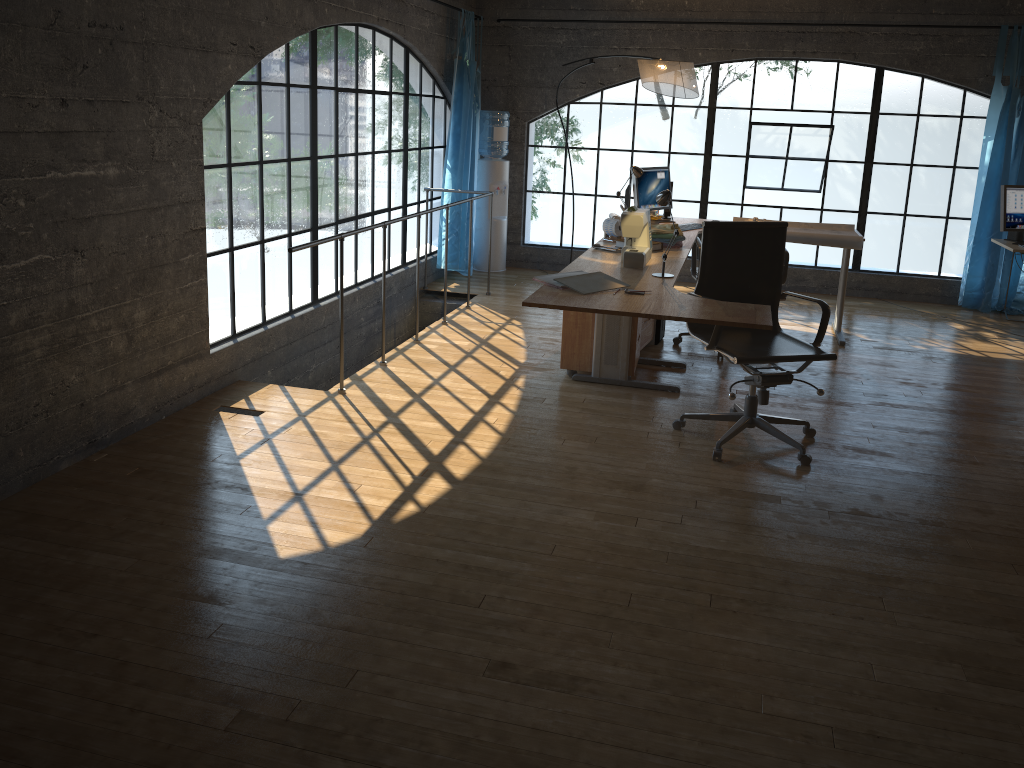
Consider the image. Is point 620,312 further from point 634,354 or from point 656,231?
point 656,231

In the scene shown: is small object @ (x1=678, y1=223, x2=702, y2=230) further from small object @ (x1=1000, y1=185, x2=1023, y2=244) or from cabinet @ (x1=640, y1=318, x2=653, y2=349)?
small object @ (x1=1000, y1=185, x2=1023, y2=244)

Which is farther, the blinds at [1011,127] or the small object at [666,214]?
the blinds at [1011,127]

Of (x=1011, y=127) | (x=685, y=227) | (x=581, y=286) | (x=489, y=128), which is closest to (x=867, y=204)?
(x=1011, y=127)

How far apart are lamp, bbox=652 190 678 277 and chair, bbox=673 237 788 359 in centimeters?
151cm

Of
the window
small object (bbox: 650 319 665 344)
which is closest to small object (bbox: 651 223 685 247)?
small object (bbox: 650 319 665 344)

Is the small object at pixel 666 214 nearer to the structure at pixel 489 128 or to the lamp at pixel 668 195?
the structure at pixel 489 128

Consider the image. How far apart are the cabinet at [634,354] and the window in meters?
1.7

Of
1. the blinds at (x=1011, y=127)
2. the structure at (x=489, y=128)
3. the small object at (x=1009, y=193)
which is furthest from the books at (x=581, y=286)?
the blinds at (x=1011, y=127)

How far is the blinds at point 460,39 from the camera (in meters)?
7.28
